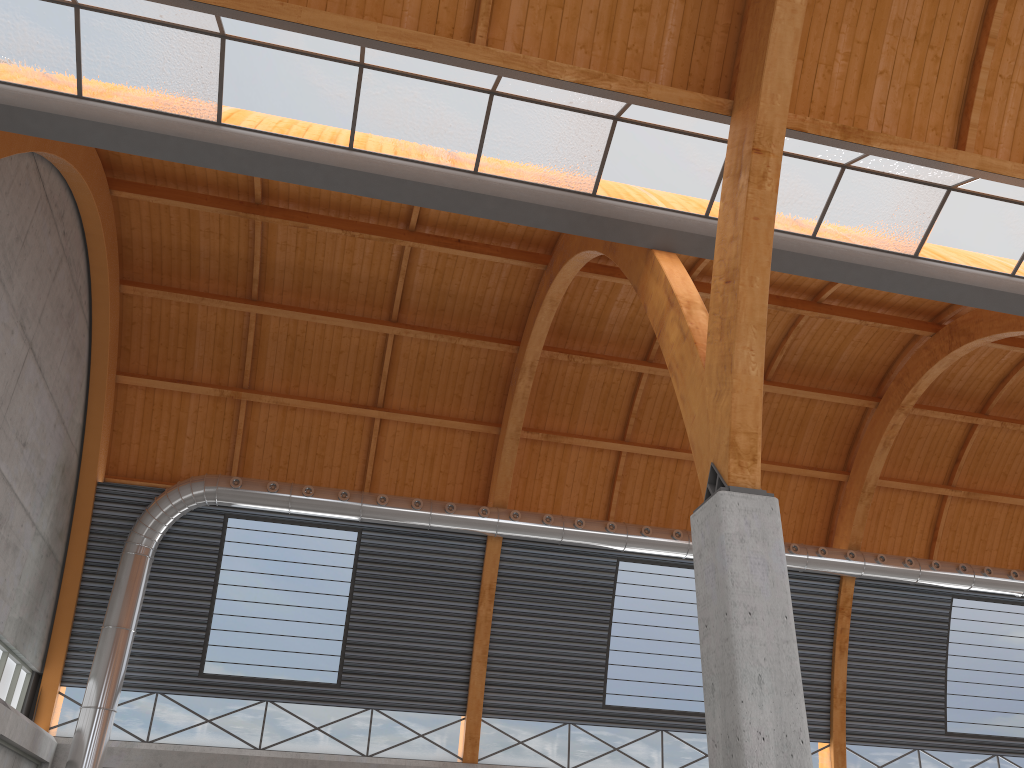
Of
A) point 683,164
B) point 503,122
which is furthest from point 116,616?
point 683,164
